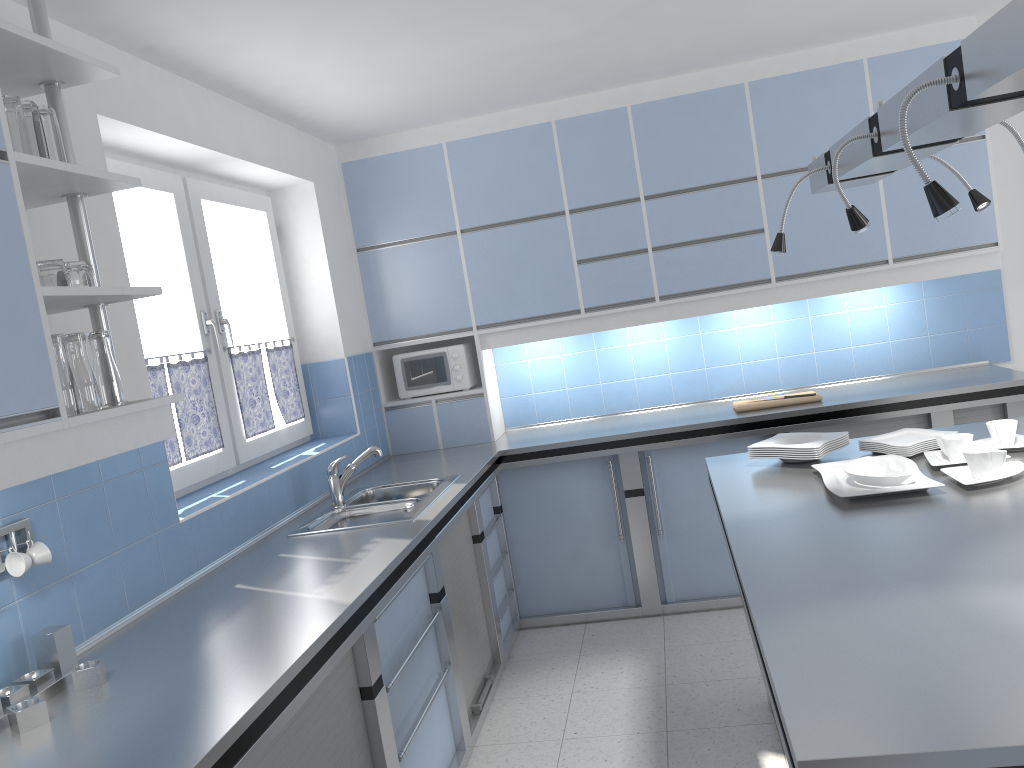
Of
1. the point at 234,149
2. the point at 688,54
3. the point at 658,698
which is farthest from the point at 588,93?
the point at 658,698

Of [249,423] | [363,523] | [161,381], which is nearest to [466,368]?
[249,423]

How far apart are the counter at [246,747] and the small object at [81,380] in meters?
0.6 m

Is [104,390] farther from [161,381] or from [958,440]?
[958,440]

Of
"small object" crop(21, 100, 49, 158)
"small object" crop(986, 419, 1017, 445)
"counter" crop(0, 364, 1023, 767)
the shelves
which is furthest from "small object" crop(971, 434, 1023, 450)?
"small object" crop(21, 100, 49, 158)

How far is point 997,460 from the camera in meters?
2.5

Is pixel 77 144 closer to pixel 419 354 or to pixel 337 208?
pixel 337 208

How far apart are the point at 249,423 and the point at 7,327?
2.2m

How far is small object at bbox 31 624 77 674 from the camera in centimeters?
206cm

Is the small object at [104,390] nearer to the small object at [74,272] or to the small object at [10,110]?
the small object at [74,272]
